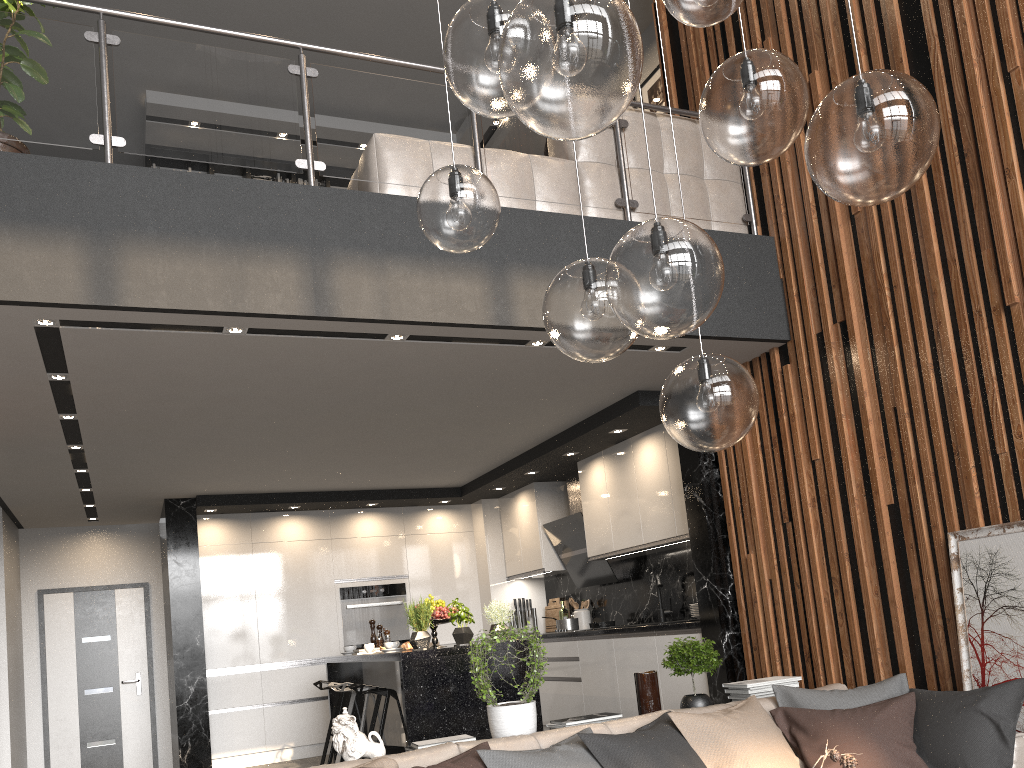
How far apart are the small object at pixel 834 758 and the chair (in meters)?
4.02

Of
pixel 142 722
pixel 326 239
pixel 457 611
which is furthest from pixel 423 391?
pixel 142 722

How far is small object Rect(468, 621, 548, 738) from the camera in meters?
3.6

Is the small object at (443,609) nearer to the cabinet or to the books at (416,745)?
the cabinet

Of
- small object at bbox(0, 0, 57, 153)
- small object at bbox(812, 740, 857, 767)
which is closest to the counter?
small object at bbox(812, 740, 857, 767)

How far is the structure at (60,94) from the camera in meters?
3.7

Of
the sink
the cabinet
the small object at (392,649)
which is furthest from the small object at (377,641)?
the sink

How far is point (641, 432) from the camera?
6.4 meters

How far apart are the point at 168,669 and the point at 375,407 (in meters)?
4.45

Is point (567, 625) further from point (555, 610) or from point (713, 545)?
point (713, 545)
